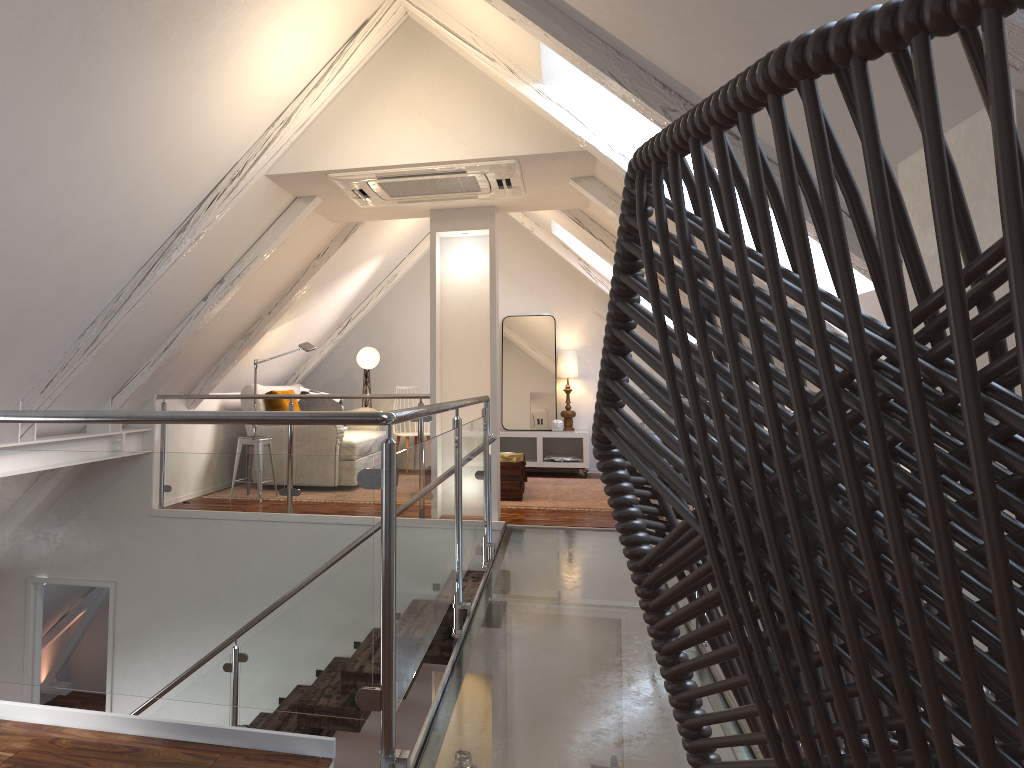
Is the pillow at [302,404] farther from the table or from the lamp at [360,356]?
the table

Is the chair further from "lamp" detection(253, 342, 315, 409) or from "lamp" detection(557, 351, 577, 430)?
"lamp" detection(557, 351, 577, 430)

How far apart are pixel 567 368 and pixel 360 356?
1.84m

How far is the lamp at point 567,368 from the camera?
7.8 meters

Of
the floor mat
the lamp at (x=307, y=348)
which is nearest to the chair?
the floor mat

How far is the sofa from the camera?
6.34m

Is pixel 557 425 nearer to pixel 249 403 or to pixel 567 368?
pixel 567 368

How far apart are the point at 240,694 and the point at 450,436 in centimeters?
117cm

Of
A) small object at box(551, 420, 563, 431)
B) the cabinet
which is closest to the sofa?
the cabinet

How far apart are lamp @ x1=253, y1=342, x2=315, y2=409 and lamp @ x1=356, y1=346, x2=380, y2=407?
1.5 meters
